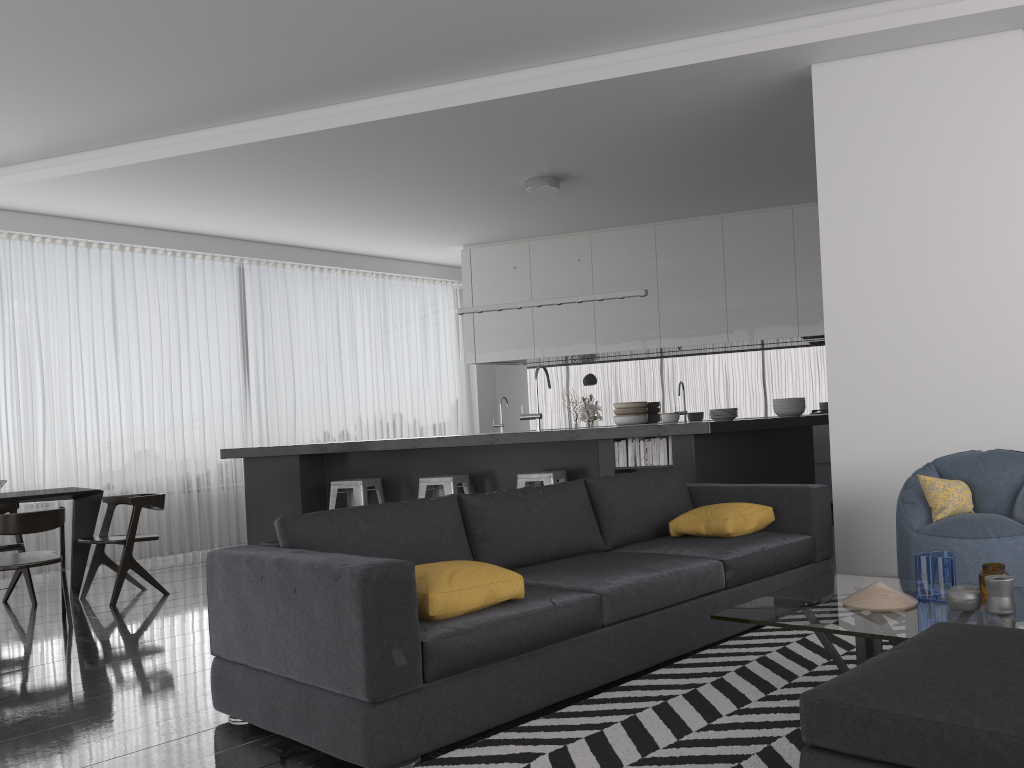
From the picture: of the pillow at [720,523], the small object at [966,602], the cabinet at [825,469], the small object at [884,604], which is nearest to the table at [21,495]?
the pillow at [720,523]

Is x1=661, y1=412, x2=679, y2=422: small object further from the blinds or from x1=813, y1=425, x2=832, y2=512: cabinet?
the blinds

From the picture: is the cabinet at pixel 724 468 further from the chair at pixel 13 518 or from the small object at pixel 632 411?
the small object at pixel 632 411

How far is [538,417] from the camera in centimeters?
726cm

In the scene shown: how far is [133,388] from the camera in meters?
8.4 m

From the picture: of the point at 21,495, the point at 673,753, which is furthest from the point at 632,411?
the point at 673,753

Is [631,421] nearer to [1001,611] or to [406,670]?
[1001,611]

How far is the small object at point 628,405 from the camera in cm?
A: 920

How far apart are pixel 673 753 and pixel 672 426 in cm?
346

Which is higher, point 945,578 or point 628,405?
point 628,405
